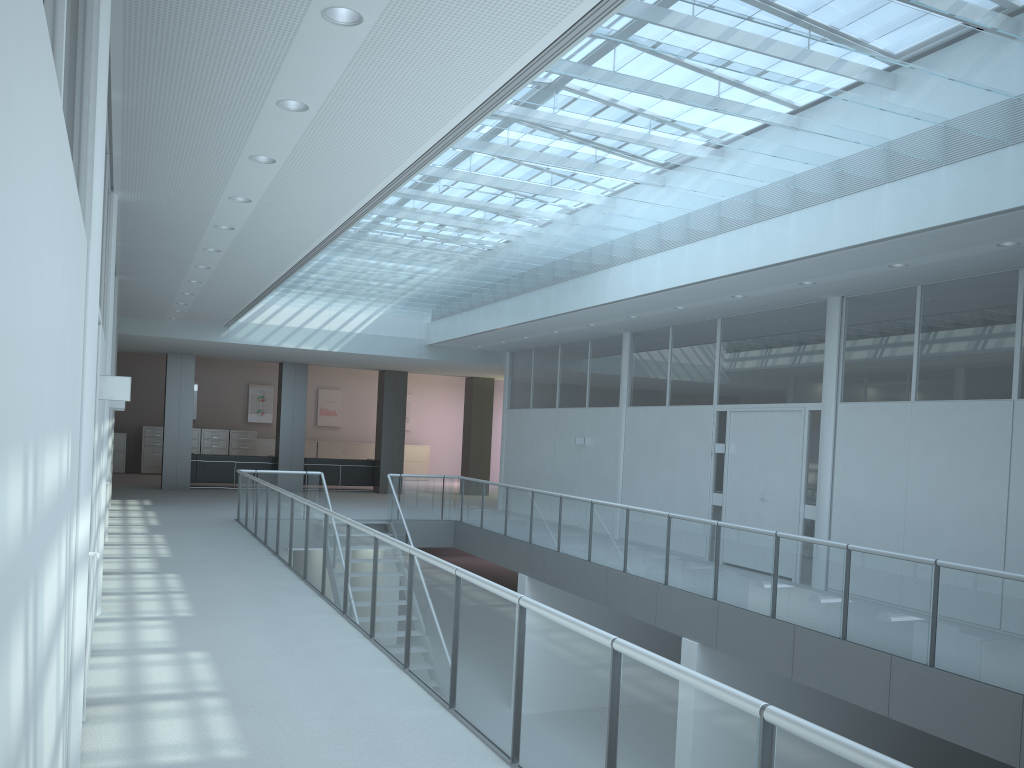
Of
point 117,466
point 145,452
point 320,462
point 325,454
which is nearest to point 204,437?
point 145,452

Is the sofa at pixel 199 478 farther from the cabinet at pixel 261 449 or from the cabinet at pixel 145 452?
the cabinet at pixel 261 449

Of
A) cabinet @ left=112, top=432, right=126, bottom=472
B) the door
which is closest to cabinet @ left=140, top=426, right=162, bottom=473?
cabinet @ left=112, top=432, right=126, bottom=472

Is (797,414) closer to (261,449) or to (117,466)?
(261,449)

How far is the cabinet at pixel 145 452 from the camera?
22.7 meters

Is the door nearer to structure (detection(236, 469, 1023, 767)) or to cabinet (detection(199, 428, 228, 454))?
structure (detection(236, 469, 1023, 767))

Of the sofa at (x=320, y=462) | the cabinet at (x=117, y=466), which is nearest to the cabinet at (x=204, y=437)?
the cabinet at (x=117, y=466)

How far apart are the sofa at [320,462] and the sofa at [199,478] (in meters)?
0.78

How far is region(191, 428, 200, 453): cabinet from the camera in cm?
2316

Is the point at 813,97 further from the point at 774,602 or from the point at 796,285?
the point at 774,602
